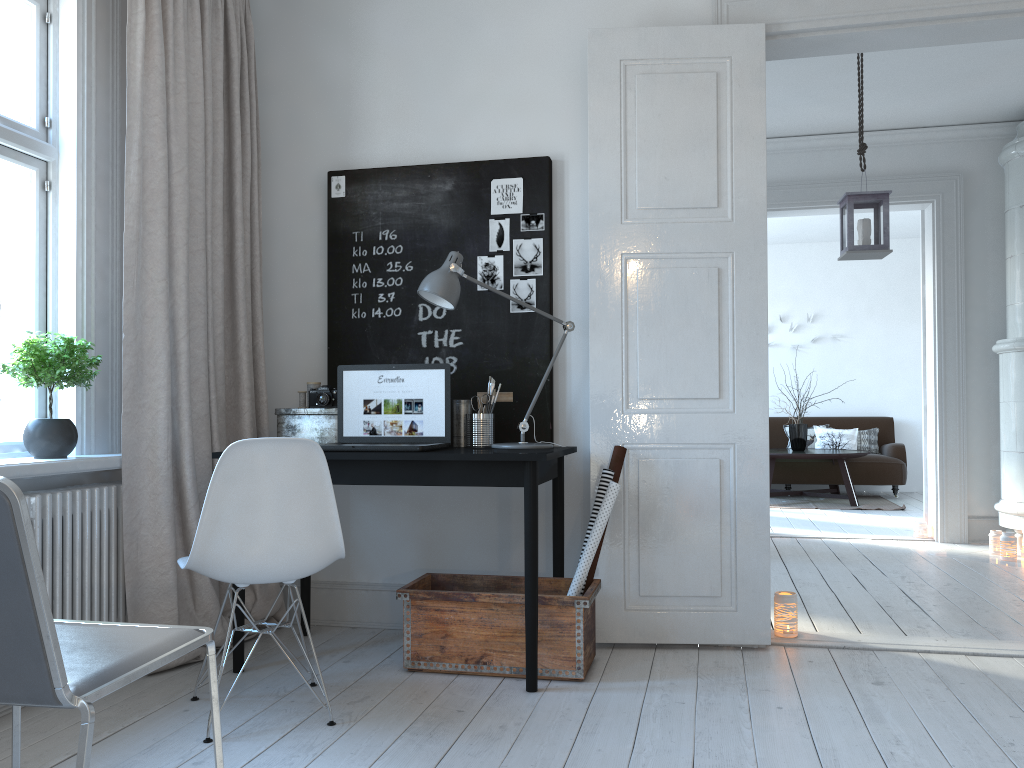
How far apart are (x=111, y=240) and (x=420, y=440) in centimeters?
131cm

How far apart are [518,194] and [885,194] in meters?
2.2 m

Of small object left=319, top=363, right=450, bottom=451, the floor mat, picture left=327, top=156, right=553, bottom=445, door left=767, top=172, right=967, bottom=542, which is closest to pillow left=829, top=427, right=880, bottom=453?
the floor mat

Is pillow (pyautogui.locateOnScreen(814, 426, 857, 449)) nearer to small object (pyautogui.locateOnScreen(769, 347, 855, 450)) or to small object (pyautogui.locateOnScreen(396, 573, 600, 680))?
small object (pyautogui.locateOnScreen(769, 347, 855, 450))

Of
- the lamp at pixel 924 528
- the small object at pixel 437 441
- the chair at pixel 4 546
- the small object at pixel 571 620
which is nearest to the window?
the small object at pixel 437 441

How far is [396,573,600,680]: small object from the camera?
2.91m

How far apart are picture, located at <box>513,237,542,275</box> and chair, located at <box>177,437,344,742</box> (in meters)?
1.36

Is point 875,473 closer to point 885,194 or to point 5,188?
point 885,194

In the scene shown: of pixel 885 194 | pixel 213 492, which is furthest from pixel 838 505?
pixel 213 492

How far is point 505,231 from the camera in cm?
356
